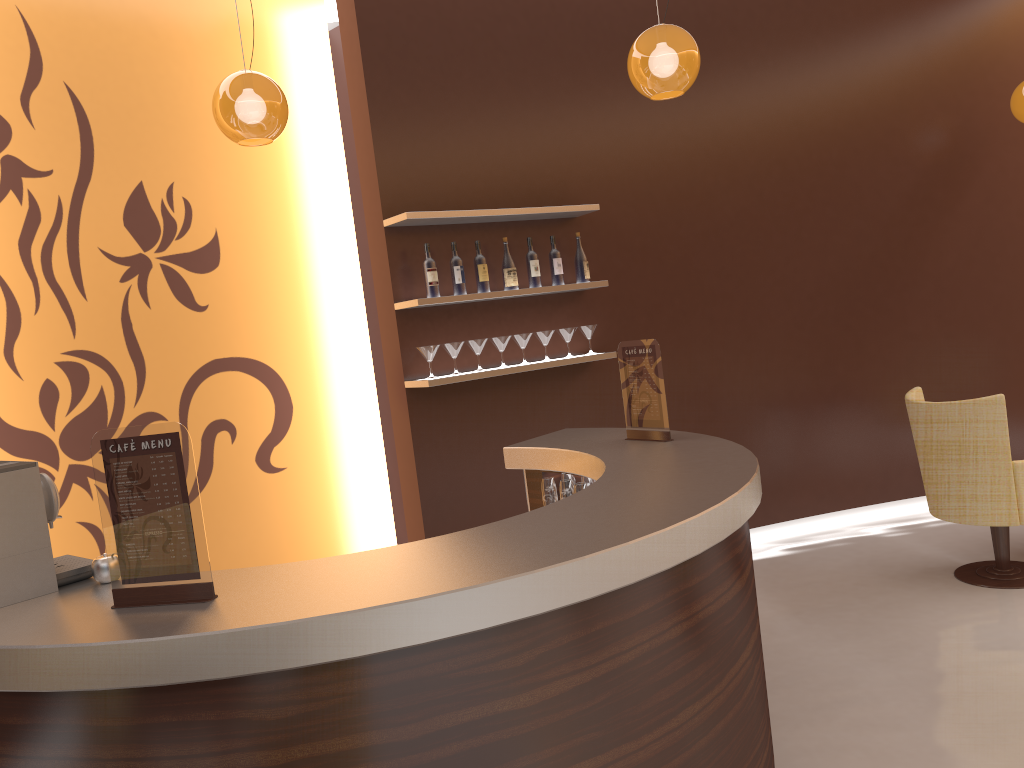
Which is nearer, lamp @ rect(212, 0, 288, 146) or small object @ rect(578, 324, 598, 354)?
lamp @ rect(212, 0, 288, 146)

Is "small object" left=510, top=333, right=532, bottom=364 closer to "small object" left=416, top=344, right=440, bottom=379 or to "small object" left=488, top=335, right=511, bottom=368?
"small object" left=488, top=335, right=511, bottom=368

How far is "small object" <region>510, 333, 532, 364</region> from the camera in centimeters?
502cm

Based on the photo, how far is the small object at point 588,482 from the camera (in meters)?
3.74

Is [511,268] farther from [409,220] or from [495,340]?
[409,220]

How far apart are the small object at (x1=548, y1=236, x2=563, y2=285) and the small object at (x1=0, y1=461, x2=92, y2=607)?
3.2 meters

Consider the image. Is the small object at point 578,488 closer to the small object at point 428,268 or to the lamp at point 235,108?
the small object at point 428,268

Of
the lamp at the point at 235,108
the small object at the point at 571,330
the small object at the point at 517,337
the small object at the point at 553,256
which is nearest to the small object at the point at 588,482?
→ the small object at the point at 517,337

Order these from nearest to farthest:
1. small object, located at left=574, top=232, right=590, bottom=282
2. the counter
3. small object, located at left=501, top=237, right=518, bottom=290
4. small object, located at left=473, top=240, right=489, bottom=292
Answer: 1. the counter
2. small object, located at left=473, top=240, right=489, bottom=292
3. small object, located at left=501, top=237, right=518, bottom=290
4. small object, located at left=574, top=232, right=590, bottom=282

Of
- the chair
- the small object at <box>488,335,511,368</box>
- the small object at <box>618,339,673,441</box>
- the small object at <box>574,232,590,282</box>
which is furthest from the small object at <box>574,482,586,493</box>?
the chair
